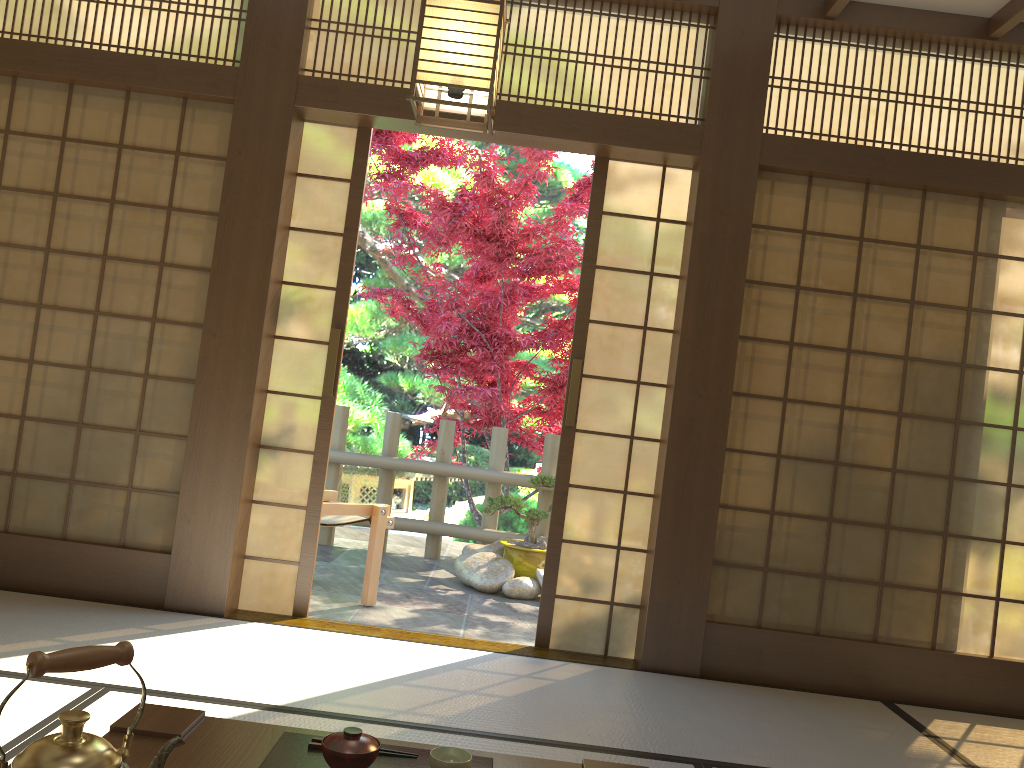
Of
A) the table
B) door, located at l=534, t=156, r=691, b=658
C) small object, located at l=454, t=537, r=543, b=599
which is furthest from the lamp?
small object, located at l=454, t=537, r=543, b=599

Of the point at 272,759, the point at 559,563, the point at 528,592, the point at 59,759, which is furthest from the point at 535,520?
the point at 59,759

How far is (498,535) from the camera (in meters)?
6.45

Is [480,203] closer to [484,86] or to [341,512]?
[341,512]

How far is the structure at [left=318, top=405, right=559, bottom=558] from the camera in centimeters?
645cm

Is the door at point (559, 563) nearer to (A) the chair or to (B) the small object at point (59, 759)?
(A) the chair

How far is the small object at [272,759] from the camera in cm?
155

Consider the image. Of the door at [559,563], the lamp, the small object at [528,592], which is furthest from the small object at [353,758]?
the small object at [528,592]

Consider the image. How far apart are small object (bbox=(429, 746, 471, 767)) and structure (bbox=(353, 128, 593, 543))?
4.51m

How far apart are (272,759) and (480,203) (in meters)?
5.18
